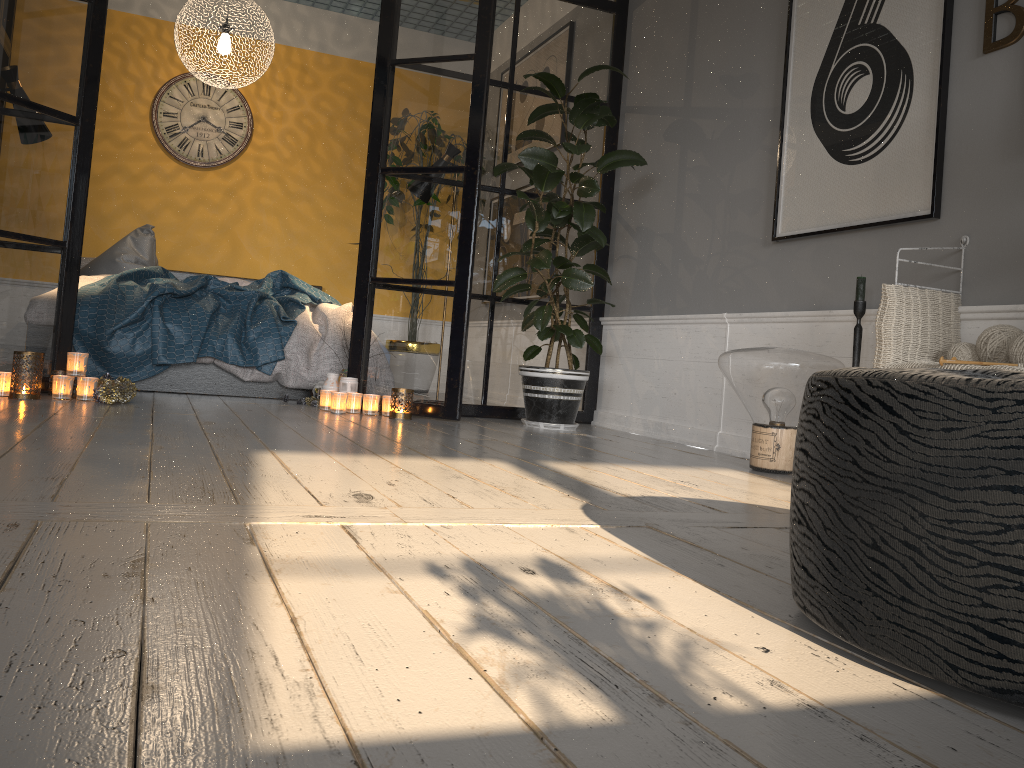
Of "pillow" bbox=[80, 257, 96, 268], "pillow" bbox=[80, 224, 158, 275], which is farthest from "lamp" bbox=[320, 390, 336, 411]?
"pillow" bbox=[80, 257, 96, 268]

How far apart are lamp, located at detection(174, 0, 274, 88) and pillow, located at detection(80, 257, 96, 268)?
1.7m

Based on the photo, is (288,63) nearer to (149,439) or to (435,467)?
(149,439)

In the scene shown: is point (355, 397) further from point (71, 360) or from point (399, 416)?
point (71, 360)

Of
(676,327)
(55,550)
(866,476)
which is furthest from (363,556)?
(676,327)

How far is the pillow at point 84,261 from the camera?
6.0 meters

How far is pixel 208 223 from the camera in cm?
665

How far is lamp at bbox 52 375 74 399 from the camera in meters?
3.6

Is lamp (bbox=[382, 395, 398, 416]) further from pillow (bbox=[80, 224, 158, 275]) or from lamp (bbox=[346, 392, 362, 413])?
pillow (bbox=[80, 224, 158, 275])

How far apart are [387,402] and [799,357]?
2.0m
